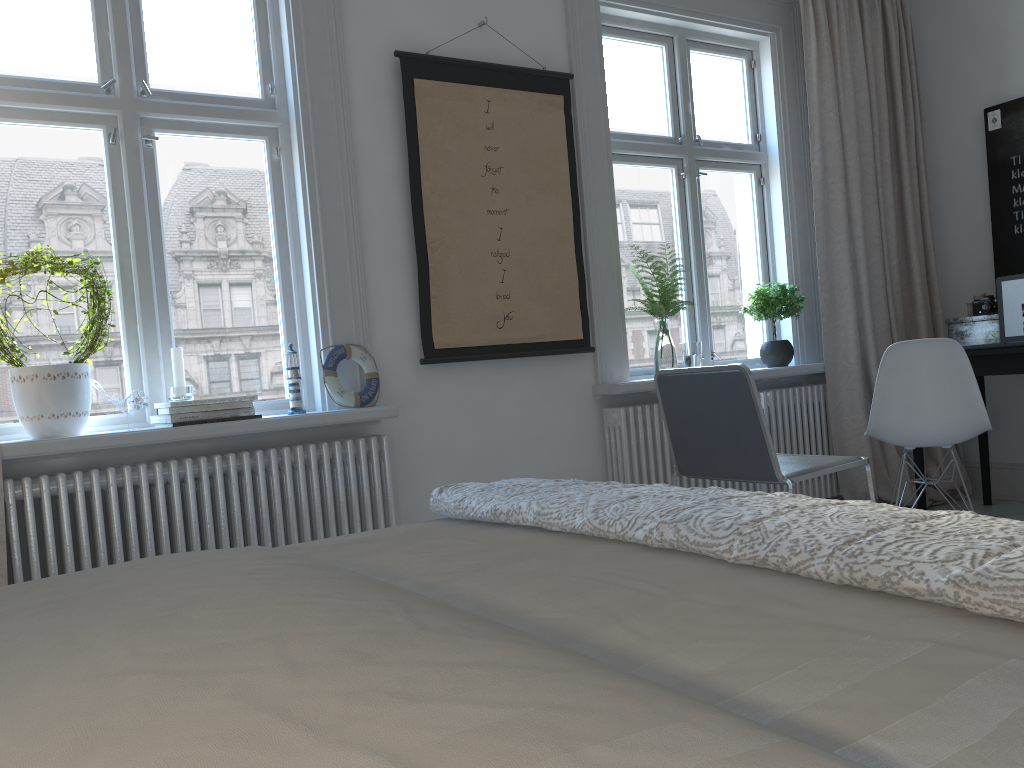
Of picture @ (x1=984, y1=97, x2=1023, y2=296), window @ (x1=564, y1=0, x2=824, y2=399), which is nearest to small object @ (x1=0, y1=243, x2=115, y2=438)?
window @ (x1=564, y1=0, x2=824, y2=399)

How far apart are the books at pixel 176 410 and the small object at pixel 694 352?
1.94m

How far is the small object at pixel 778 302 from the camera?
4.1 meters

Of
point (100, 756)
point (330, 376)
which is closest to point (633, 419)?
point (330, 376)

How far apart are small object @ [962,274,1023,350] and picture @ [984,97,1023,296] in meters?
0.3 m

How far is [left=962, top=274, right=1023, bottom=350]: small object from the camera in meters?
3.9 m

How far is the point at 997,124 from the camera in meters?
4.2

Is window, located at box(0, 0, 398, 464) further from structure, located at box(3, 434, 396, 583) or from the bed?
the bed

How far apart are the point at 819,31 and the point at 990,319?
1.55m

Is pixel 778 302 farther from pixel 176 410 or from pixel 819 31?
pixel 176 410
